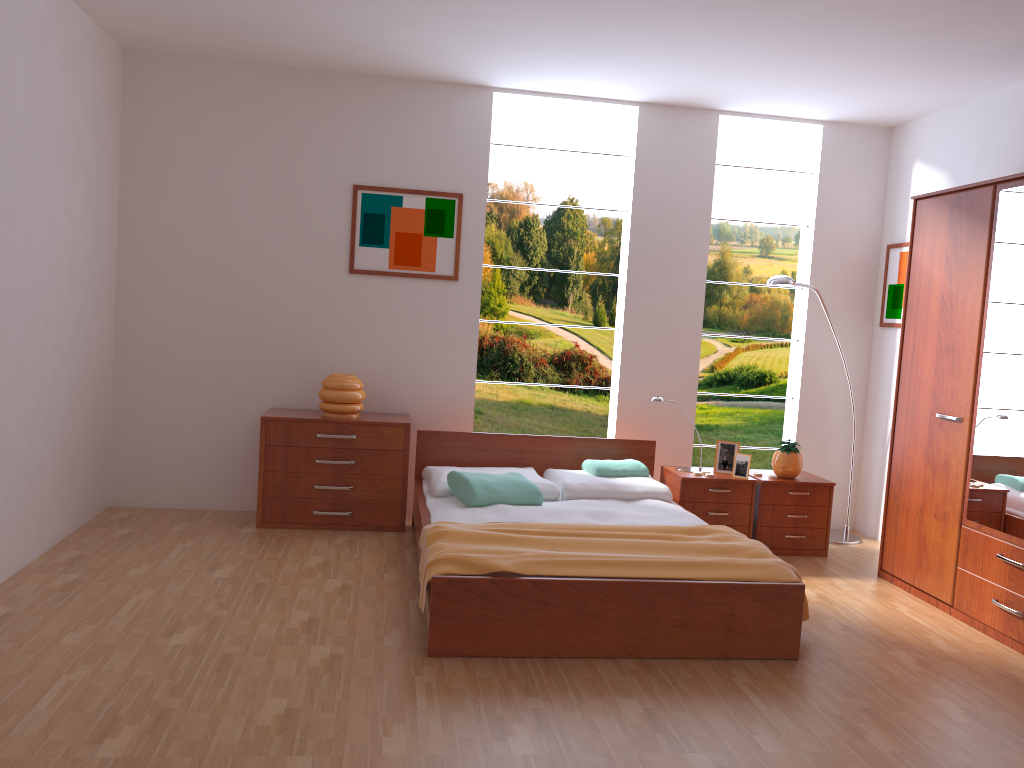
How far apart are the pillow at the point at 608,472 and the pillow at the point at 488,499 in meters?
0.5

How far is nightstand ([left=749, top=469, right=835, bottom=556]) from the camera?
5.0 meters

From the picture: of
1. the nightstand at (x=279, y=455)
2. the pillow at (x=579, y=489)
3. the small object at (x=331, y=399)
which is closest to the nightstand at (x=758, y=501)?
the pillow at (x=579, y=489)

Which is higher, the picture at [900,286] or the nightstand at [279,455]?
the picture at [900,286]

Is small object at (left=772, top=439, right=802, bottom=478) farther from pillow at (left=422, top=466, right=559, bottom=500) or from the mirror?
pillow at (left=422, top=466, right=559, bottom=500)

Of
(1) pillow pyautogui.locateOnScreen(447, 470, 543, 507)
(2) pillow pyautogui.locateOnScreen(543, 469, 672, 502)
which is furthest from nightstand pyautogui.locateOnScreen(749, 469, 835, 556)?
(1) pillow pyautogui.locateOnScreen(447, 470, 543, 507)

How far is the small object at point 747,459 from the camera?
4.9 meters

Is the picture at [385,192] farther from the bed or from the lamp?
the lamp

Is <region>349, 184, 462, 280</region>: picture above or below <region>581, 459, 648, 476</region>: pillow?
above

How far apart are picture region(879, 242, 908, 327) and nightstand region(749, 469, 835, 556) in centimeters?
111cm
